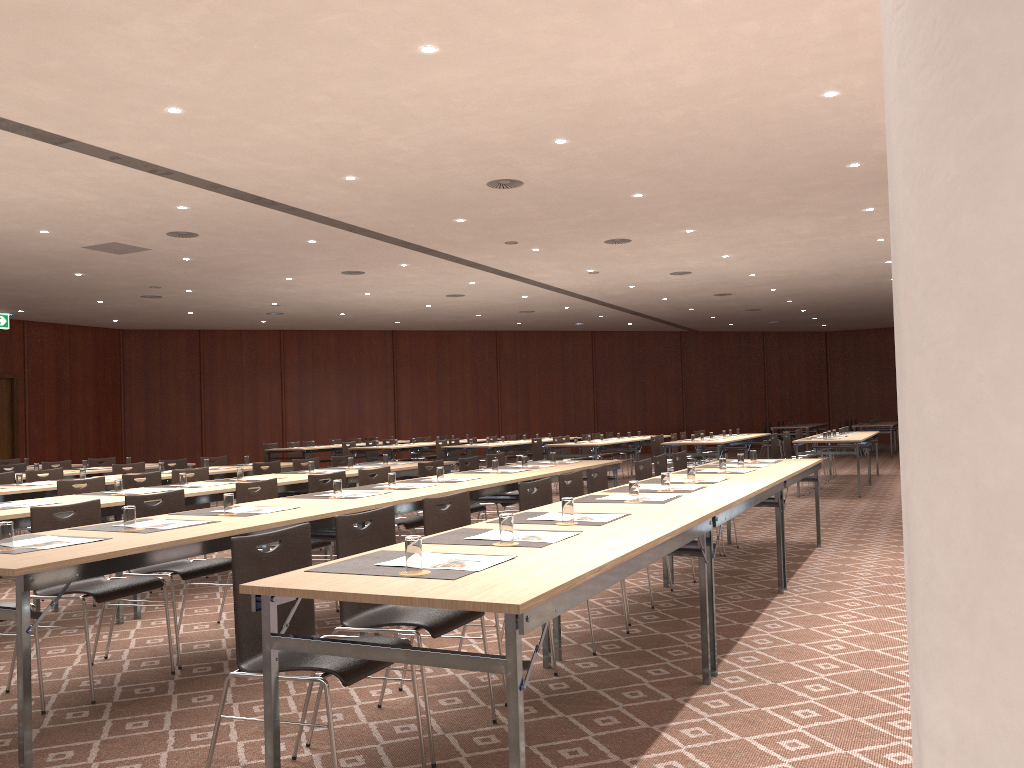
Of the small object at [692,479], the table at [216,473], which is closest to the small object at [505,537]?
the small object at [692,479]

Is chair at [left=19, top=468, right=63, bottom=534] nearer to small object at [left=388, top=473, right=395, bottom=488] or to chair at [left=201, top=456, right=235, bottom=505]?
chair at [left=201, top=456, right=235, bottom=505]

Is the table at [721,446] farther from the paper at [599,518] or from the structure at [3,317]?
the structure at [3,317]

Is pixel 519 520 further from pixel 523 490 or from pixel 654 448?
pixel 654 448

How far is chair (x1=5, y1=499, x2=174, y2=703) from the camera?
4.42m

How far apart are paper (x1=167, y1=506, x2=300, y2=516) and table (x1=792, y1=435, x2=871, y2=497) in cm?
1003

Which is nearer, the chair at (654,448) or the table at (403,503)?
the table at (403,503)

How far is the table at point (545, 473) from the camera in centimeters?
753cm

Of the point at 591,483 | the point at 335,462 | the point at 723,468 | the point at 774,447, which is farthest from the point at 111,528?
the point at 774,447

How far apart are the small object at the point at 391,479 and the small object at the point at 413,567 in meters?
3.5 m
